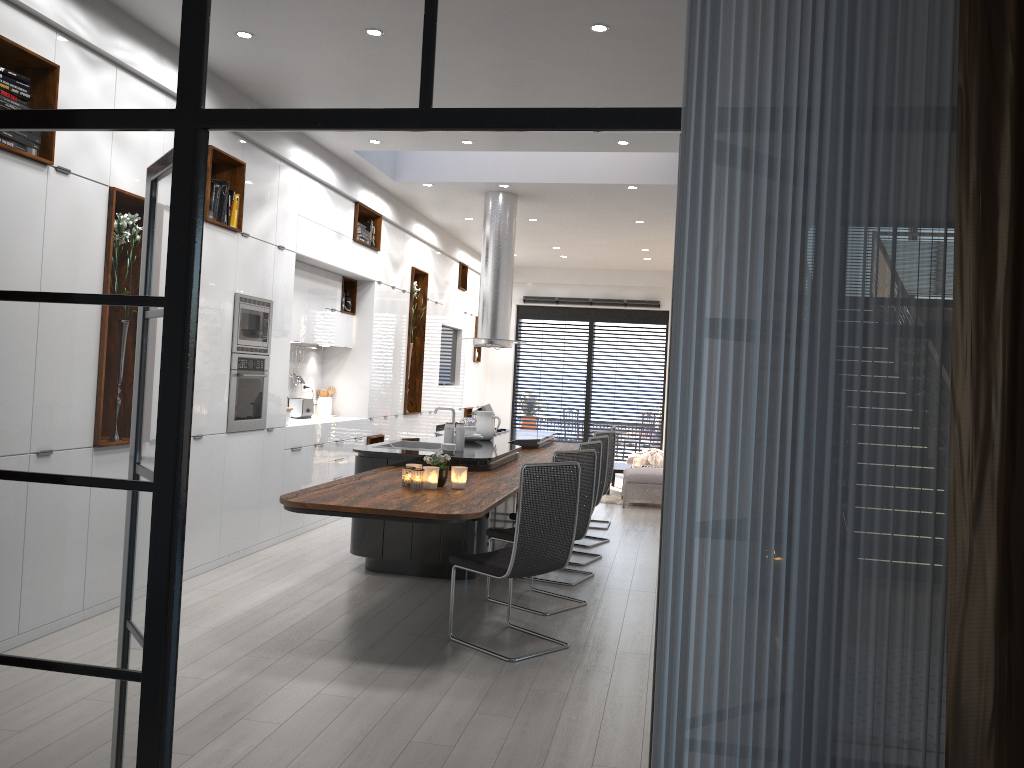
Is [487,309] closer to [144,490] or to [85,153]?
[85,153]

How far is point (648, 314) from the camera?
14.76m

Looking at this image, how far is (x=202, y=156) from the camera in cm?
243

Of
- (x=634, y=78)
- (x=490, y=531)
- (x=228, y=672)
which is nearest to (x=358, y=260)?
(x=490, y=531)

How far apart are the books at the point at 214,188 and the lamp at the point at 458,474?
2.5 meters

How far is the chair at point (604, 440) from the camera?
7.34m

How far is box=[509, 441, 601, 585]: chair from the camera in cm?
643

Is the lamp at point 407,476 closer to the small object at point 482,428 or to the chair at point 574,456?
the chair at point 574,456

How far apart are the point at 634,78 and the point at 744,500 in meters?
1.1 m

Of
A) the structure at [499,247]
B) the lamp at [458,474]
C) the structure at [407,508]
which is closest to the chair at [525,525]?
the structure at [407,508]
